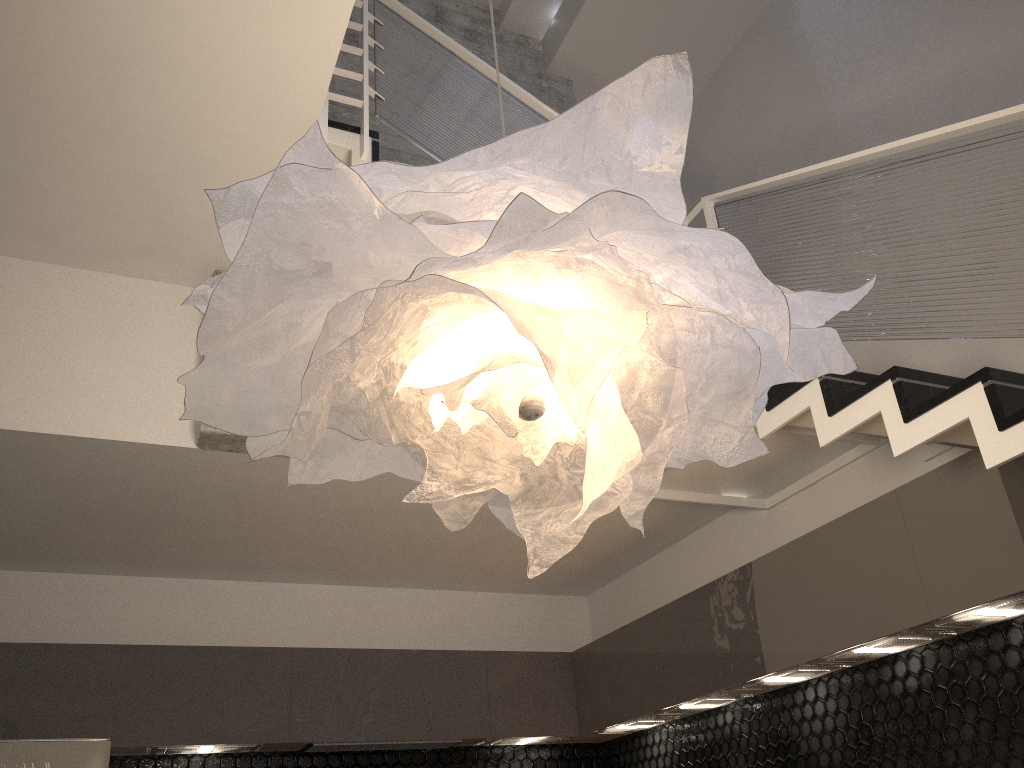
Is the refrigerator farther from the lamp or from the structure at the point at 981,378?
the lamp

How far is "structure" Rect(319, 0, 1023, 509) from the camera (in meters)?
2.57

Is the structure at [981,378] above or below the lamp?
above

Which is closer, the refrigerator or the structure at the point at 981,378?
the structure at the point at 981,378

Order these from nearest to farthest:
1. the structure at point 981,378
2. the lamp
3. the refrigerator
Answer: the lamp
the structure at point 981,378
the refrigerator

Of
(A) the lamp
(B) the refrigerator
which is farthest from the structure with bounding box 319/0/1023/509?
(B) the refrigerator

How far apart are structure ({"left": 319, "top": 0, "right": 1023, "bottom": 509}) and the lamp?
1.1 meters

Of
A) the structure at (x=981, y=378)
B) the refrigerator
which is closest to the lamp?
the structure at (x=981, y=378)

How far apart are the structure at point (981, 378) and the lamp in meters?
1.1

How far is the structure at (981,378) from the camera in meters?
2.6
